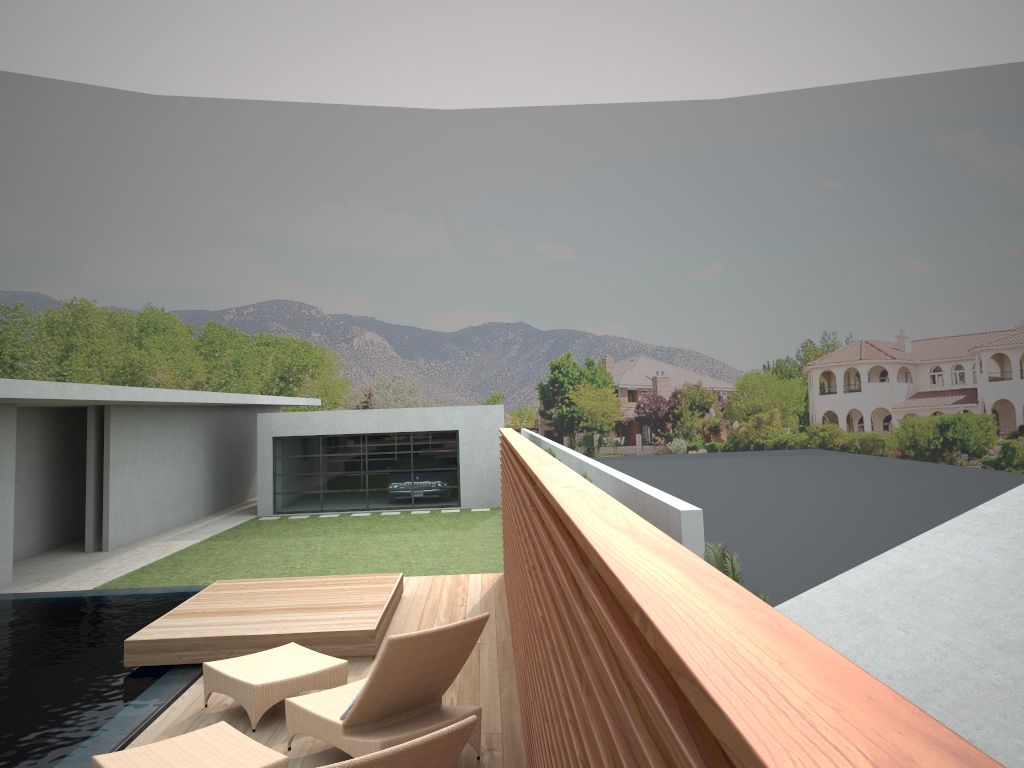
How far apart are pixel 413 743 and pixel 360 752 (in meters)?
1.83

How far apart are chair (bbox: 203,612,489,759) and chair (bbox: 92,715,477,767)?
0.5 meters

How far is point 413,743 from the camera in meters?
3.2 m

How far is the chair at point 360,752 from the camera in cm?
485

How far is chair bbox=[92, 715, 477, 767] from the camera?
3.2m

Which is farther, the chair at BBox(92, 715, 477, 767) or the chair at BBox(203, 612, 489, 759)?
the chair at BBox(203, 612, 489, 759)

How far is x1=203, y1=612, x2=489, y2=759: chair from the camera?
4.9m

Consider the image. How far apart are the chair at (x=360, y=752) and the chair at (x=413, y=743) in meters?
0.5
